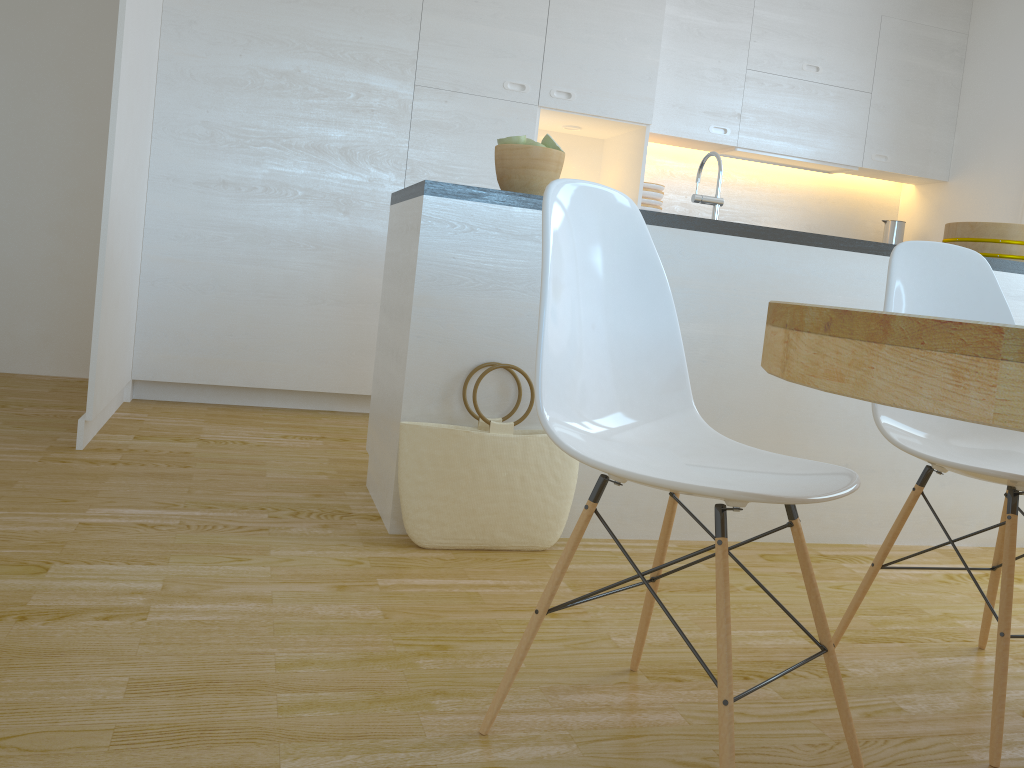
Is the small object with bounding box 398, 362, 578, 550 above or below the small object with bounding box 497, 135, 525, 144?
below

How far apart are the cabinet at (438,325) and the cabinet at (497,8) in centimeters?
133cm

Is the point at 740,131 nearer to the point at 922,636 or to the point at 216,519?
the point at 922,636

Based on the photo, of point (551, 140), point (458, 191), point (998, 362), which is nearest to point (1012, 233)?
point (551, 140)

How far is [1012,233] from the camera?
3.0 meters

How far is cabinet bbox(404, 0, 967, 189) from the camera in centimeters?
406cm

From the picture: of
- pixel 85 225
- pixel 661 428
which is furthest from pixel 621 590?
pixel 85 225

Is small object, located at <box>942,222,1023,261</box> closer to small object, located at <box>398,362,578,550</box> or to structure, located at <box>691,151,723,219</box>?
structure, located at <box>691,151,723,219</box>

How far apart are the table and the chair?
0.3m

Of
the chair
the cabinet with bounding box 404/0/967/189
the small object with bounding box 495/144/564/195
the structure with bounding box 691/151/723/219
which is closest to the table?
the chair
